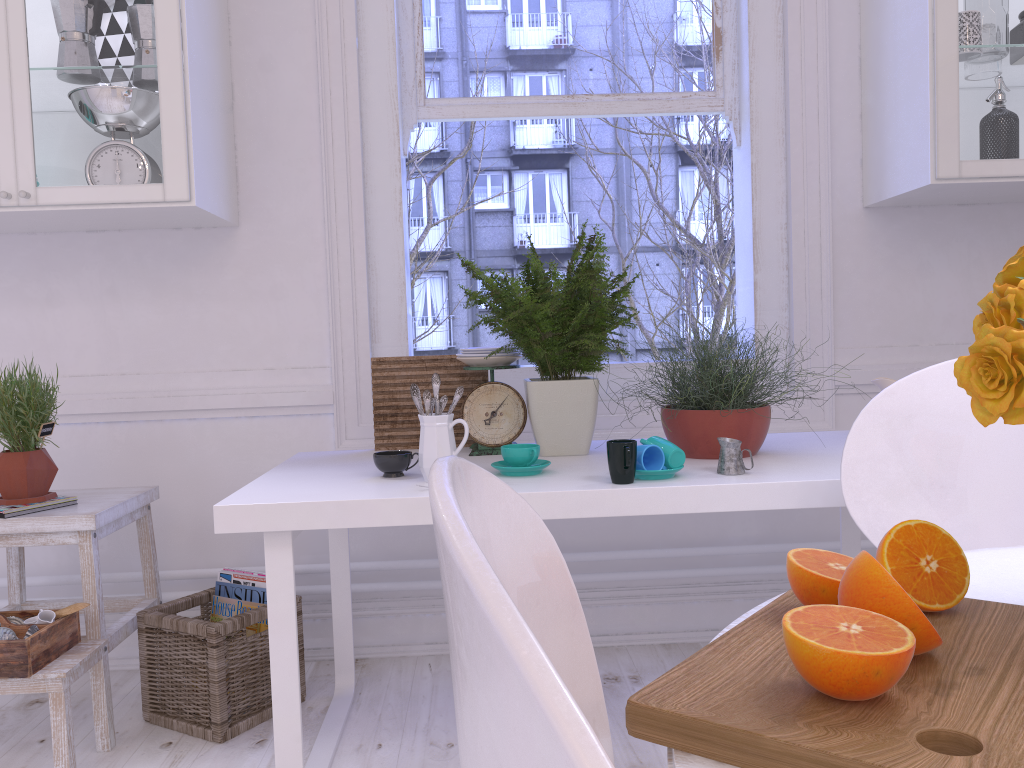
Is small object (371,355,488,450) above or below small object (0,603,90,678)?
above

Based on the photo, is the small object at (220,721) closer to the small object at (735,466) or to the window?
the window

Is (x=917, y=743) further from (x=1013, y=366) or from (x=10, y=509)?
(x=10, y=509)

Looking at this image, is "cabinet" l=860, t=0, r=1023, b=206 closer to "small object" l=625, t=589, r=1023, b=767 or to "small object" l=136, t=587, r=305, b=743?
"small object" l=625, t=589, r=1023, b=767

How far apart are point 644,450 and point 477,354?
0.59m

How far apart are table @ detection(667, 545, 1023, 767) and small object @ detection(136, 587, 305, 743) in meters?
1.5

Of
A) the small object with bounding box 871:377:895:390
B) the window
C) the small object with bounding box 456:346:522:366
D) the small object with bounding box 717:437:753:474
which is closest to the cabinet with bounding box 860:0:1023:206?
the window

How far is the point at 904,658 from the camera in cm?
54

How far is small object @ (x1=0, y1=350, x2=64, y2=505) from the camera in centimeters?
200cm

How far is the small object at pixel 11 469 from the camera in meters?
2.0
